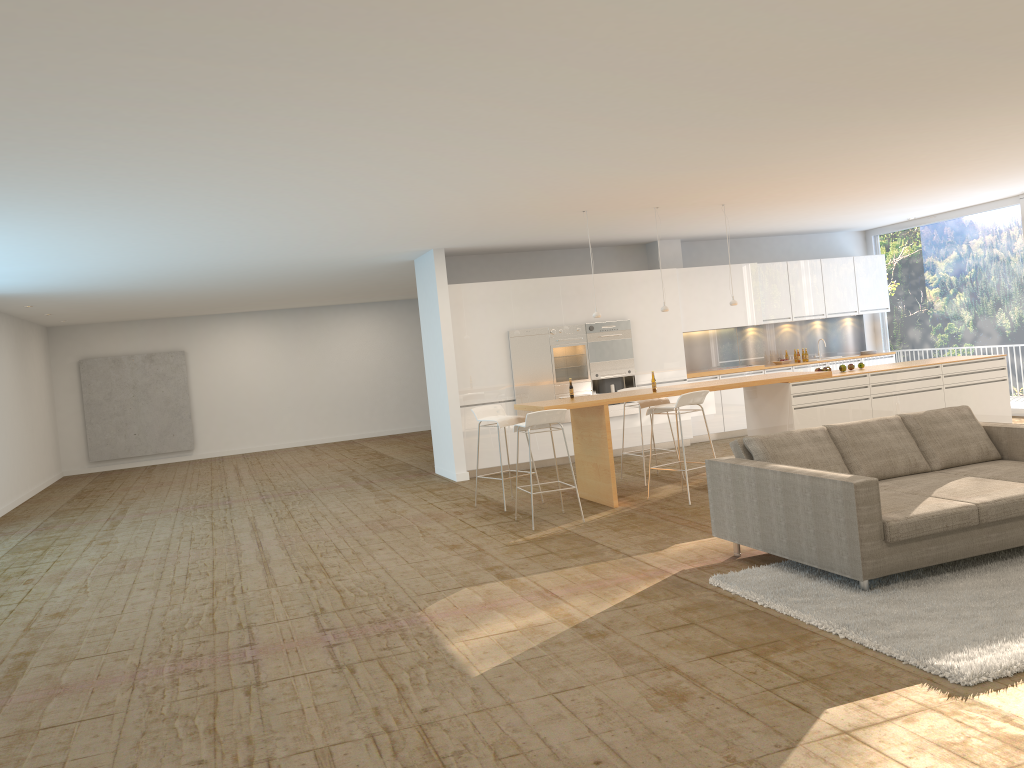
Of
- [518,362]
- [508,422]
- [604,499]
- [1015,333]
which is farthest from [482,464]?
[1015,333]

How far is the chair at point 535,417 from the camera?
7.9 meters

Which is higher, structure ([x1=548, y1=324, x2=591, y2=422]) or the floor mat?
structure ([x1=548, y1=324, x2=591, y2=422])

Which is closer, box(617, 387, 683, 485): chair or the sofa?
the sofa

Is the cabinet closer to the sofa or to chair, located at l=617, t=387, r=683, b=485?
chair, located at l=617, t=387, r=683, b=485

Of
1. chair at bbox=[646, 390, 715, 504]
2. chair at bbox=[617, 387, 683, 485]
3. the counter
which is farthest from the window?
chair at bbox=[646, 390, 715, 504]

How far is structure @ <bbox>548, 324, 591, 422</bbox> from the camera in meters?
11.9

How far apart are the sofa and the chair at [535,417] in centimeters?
188cm

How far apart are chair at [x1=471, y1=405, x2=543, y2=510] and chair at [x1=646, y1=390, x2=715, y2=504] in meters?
1.3 m

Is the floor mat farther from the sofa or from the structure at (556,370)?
the structure at (556,370)
